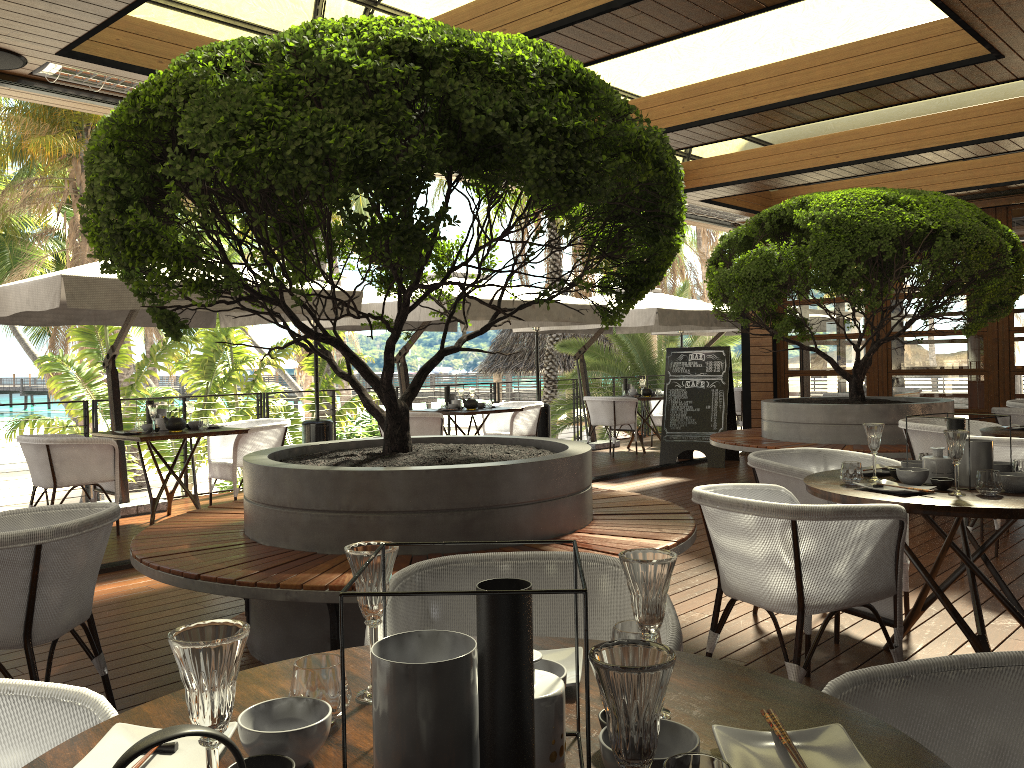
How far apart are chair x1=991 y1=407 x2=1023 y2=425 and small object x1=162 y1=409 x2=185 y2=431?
6.8 meters

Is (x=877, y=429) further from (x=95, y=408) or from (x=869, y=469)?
(x=95, y=408)

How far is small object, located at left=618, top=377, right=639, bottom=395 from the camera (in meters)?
12.29

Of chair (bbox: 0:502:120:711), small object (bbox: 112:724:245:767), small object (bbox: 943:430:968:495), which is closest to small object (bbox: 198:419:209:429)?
chair (bbox: 0:502:120:711)

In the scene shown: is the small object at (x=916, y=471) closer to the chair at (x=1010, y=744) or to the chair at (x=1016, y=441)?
the chair at (x=1016, y=441)

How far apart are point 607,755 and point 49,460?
6.4 meters

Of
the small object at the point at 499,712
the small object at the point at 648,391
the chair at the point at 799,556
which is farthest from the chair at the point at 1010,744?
the small object at the point at 648,391

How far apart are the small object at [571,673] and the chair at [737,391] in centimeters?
1285cm

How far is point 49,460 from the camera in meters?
6.4 m

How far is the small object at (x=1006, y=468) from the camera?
3.5m
